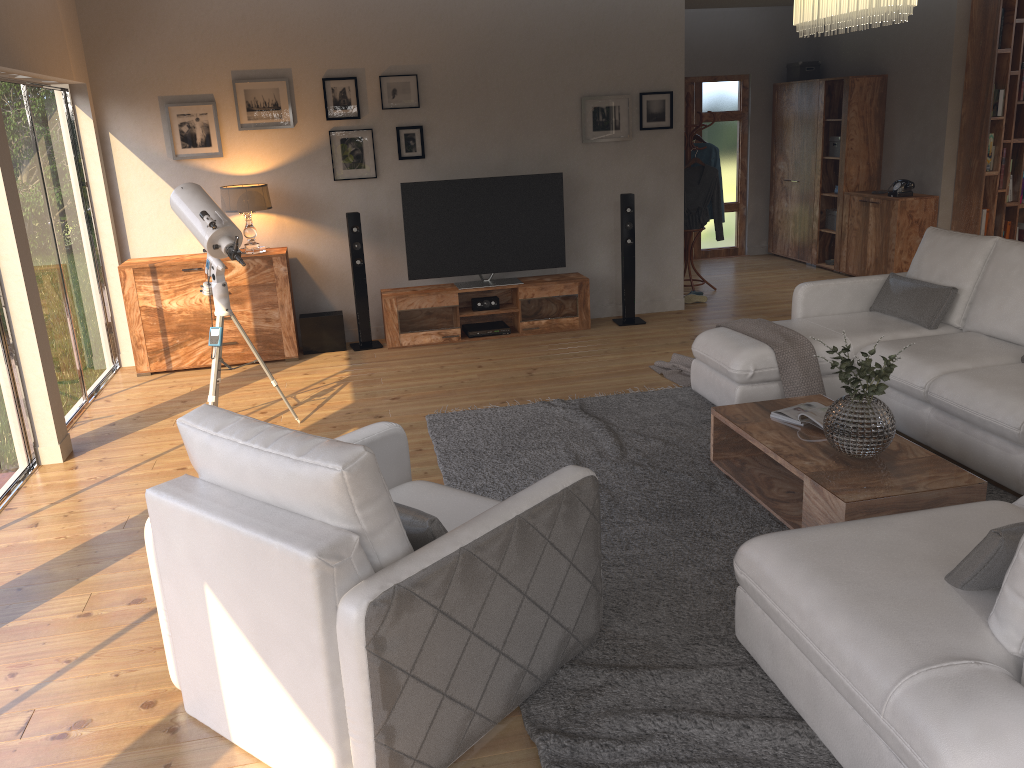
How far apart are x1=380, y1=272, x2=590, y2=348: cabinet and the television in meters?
0.1 m

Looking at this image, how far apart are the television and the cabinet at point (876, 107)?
3.5 meters

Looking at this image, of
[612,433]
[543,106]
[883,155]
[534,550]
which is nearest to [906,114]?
[883,155]

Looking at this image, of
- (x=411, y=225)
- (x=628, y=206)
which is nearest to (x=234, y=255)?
(x=411, y=225)

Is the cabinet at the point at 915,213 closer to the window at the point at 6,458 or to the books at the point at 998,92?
the books at the point at 998,92

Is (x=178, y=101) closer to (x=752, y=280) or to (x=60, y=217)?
(x=60, y=217)

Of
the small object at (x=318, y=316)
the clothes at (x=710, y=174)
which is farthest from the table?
the clothes at (x=710, y=174)

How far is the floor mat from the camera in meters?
2.5

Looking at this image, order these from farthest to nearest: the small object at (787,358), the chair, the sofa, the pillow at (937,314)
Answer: the pillow at (937,314) < the small object at (787,358) < the chair < the sofa

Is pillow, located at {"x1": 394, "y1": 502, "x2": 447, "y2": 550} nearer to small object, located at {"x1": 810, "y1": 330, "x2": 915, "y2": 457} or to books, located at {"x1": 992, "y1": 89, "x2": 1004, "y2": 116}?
small object, located at {"x1": 810, "y1": 330, "x2": 915, "y2": 457}
